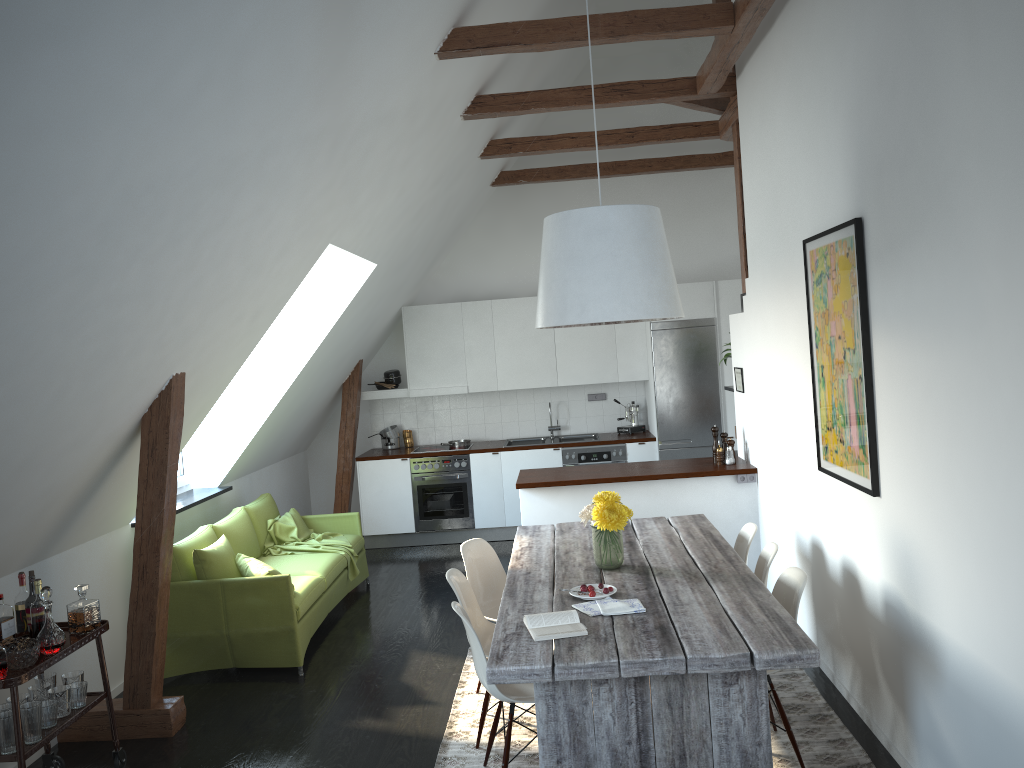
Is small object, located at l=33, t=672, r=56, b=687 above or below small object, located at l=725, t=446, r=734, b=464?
below

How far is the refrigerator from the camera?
8.4 meters

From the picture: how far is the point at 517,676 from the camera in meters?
3.0

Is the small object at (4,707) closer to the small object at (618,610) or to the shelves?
the shelves

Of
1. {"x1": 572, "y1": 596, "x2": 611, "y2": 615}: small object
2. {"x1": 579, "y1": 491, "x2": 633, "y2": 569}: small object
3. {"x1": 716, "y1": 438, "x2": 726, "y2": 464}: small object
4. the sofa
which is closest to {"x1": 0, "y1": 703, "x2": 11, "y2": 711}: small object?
the sofa

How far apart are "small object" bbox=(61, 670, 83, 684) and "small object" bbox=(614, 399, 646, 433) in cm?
583

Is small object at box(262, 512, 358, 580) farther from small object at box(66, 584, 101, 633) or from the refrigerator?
the refrigerator

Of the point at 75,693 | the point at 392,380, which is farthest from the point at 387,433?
the point at 75,693

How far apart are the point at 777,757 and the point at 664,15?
3.7m

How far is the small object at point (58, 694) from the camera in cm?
386
